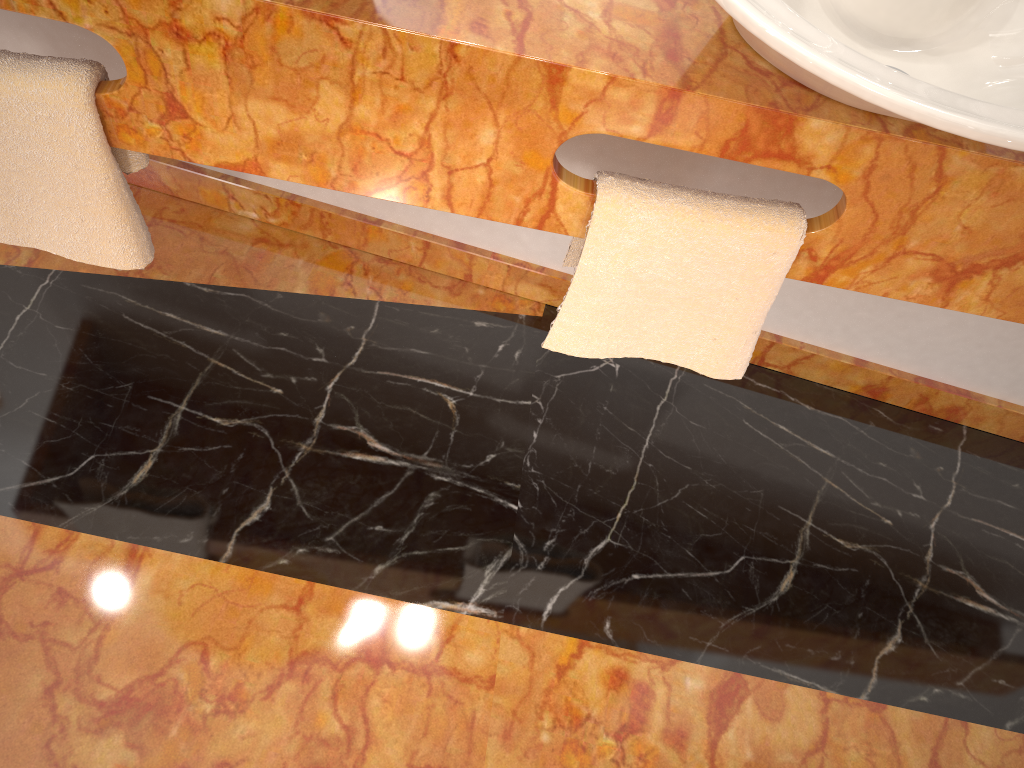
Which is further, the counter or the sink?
the counter

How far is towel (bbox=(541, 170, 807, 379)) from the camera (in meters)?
1.04

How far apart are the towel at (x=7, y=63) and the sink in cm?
68

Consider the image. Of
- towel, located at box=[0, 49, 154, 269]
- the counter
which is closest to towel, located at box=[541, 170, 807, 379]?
the counter

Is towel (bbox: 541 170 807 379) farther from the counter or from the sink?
the sink

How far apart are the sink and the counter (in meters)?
0.02

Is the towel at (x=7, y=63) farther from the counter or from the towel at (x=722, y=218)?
the towel at (x=722, y=218)

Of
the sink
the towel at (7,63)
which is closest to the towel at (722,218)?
the sink

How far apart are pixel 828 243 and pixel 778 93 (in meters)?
0.21

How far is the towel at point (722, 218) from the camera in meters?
1.0
